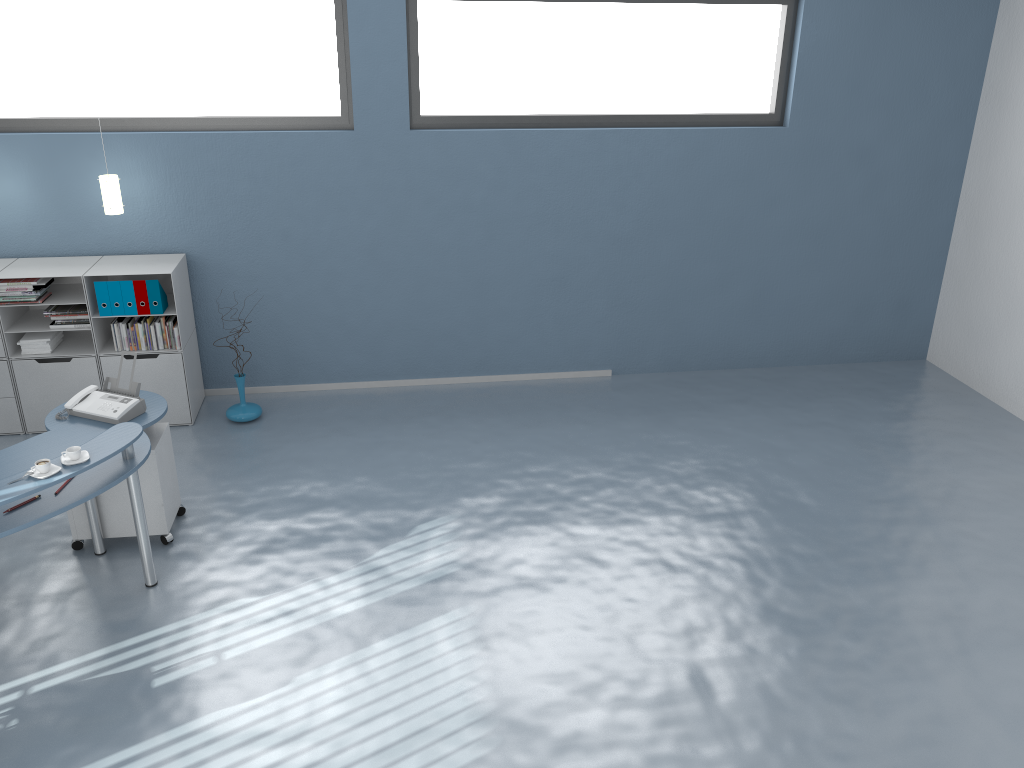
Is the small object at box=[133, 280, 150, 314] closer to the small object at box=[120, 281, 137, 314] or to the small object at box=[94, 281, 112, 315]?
the small object at box=[120, 281, 137, 314]

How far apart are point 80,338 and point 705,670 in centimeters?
495cm

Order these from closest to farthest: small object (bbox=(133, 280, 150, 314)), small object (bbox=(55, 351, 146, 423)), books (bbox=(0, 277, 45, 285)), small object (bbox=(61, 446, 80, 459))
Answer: small object (bbox=(61, 446, 80, 459)), small object (bbox=(55, 351, 146, 423)), books (bbox=(0, 277, 45, 285)), small object (bbox=(133, 280, 150, 314))

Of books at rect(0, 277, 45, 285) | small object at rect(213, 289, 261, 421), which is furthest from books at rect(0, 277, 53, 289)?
small object at rect(213, 289, 261, 421)

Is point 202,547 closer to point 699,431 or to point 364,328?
point 364,328

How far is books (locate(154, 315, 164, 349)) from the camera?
6.18m

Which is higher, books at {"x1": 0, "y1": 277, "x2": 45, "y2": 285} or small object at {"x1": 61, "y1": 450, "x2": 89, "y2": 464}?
books at {"x1": 0, "y1": 277, "x2": 45, "y2": 285}

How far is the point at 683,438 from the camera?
6.4m

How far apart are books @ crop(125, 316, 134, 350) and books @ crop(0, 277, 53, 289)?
0.57m

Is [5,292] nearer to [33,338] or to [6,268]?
[6,268]
